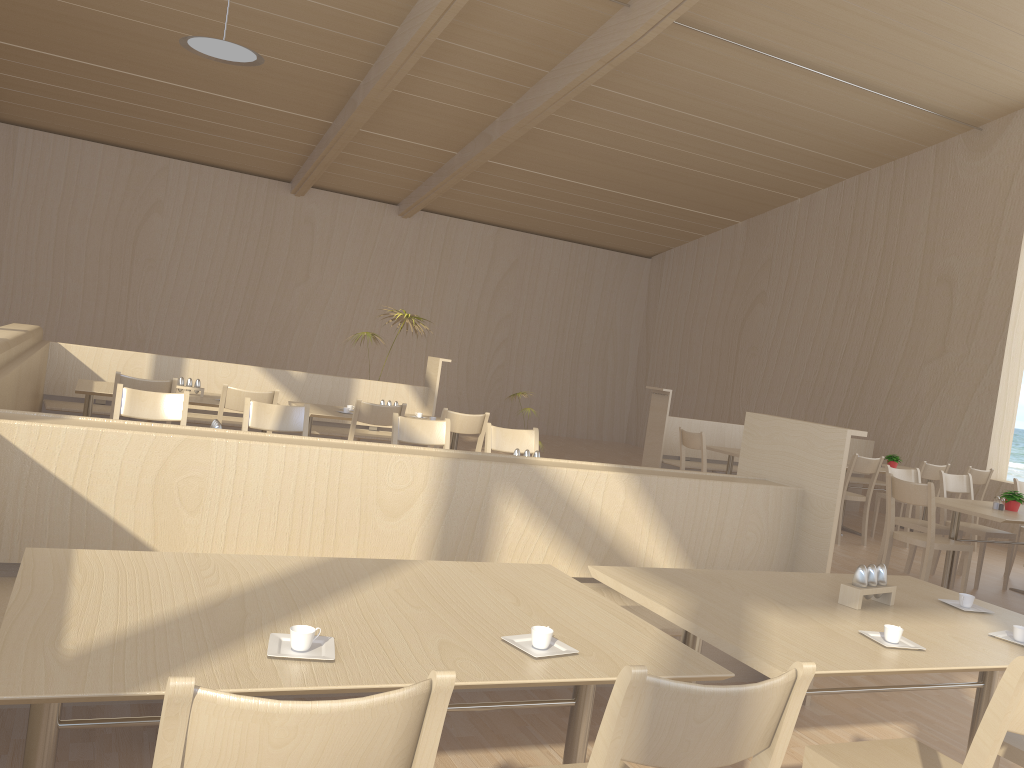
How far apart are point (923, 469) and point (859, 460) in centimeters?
79cm

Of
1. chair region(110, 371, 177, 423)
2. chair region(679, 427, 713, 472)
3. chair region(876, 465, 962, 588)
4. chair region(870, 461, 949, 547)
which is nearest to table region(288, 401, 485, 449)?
chair region(110, 371, 177, 423)

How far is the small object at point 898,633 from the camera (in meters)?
2.13

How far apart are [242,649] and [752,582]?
1.60m

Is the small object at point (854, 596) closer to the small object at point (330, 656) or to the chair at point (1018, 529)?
the small object at point (330, 656)

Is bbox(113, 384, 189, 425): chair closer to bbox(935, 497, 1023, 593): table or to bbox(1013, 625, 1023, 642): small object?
bbox(1013, 625, 1023, 642): small object

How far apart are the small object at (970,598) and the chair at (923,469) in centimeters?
564cm

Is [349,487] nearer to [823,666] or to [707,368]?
[823,666]

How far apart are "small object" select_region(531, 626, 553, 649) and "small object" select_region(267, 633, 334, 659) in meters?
0.4 m

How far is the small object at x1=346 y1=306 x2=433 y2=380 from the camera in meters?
8.1 m
